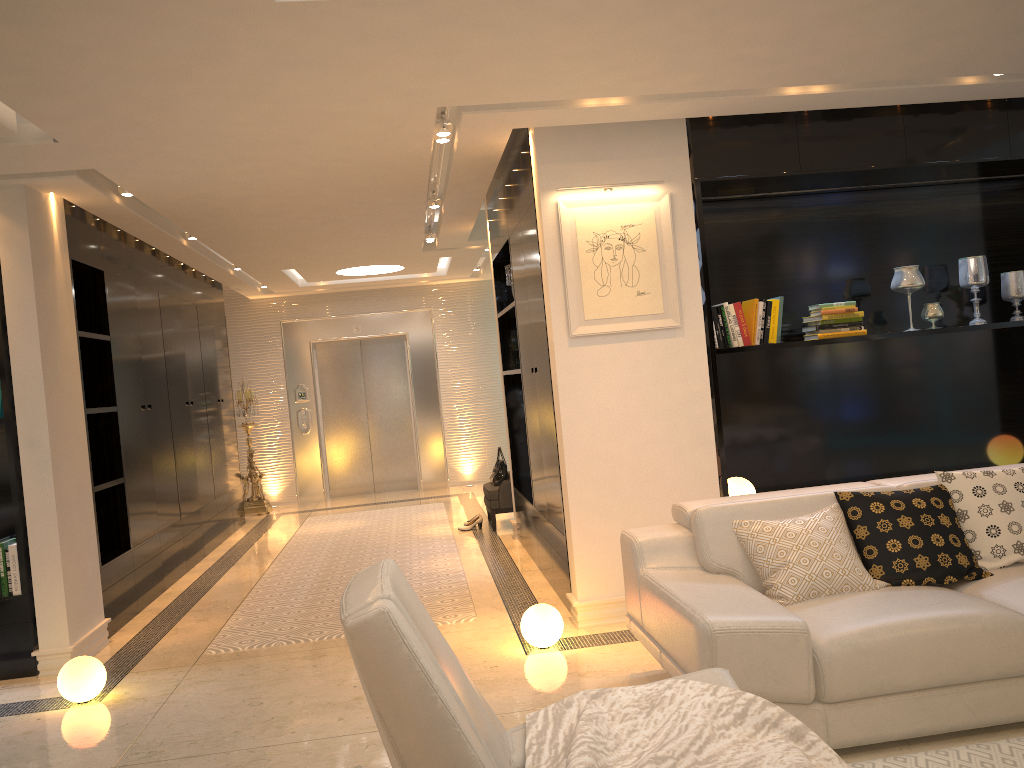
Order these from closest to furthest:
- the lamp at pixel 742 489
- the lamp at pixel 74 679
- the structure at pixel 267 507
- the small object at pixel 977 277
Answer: the lamp at pixel 74 679 → the lamp at pixel 742 489 → the small object at pixel 977 277 → the structure at pixel 267 507

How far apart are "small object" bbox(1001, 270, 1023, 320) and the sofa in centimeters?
206cm

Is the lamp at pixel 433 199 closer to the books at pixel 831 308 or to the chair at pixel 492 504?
the chair at pixel 492 504

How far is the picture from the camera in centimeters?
469cm

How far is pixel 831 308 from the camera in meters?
5.0 m

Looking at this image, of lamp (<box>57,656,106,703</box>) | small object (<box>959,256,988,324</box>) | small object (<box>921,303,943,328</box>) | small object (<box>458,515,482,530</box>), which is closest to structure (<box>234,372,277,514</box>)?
small object (<box>458,515,482,530</box>)

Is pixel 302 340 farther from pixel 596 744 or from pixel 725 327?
pixel 596 744

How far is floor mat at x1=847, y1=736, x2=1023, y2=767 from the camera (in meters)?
2.79

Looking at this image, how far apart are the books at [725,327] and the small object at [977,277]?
1.54m

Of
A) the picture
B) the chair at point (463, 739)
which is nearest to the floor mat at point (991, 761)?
the chair at point (463, 739)
